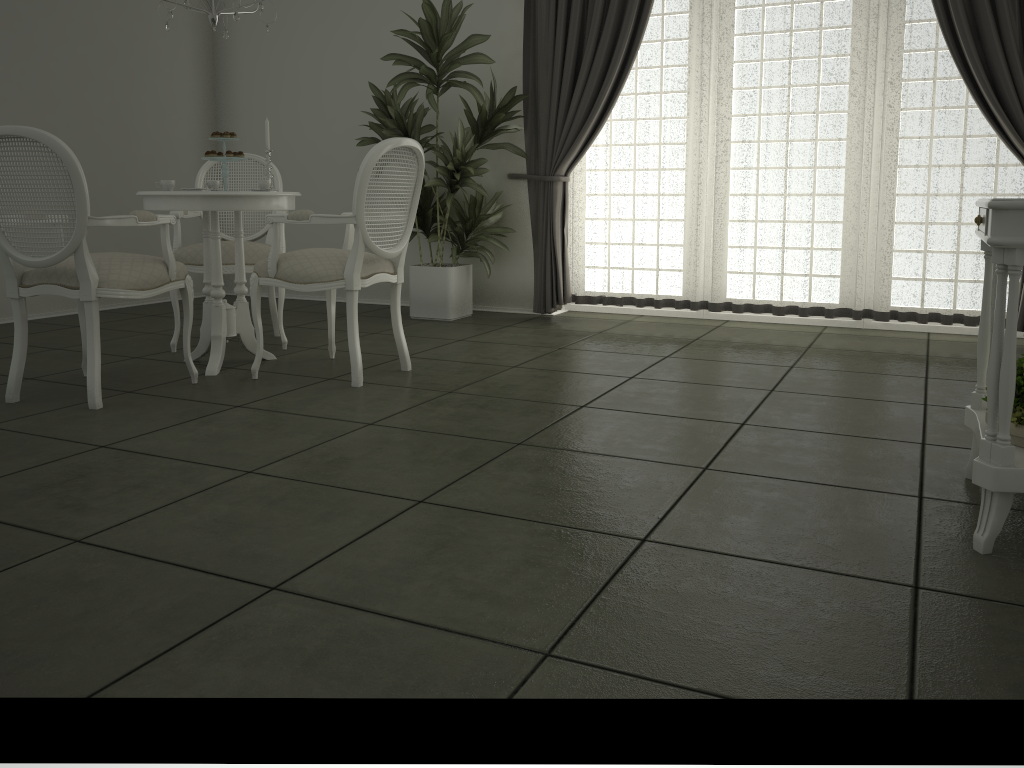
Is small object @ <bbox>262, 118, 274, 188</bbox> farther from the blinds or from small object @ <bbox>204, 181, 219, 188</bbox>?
the blinds

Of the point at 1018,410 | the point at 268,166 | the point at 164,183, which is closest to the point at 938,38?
the point at 1018,410

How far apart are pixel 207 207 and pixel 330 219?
0.6m

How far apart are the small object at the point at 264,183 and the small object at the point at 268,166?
0.2m

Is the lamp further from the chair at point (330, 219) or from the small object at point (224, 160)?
the chair at point (330, 219)

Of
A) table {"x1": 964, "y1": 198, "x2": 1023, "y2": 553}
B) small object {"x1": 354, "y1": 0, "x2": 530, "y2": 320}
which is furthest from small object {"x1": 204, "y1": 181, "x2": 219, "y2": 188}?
table {"x1": 964, "y1": 198, "x2": 1023, "y2": 553}

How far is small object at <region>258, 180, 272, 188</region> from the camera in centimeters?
402cm

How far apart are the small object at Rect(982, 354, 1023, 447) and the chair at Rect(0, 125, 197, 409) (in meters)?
3.01

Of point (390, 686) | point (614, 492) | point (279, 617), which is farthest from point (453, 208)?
point (390, 686)

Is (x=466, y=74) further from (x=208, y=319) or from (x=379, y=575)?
(x=379, y=575)
